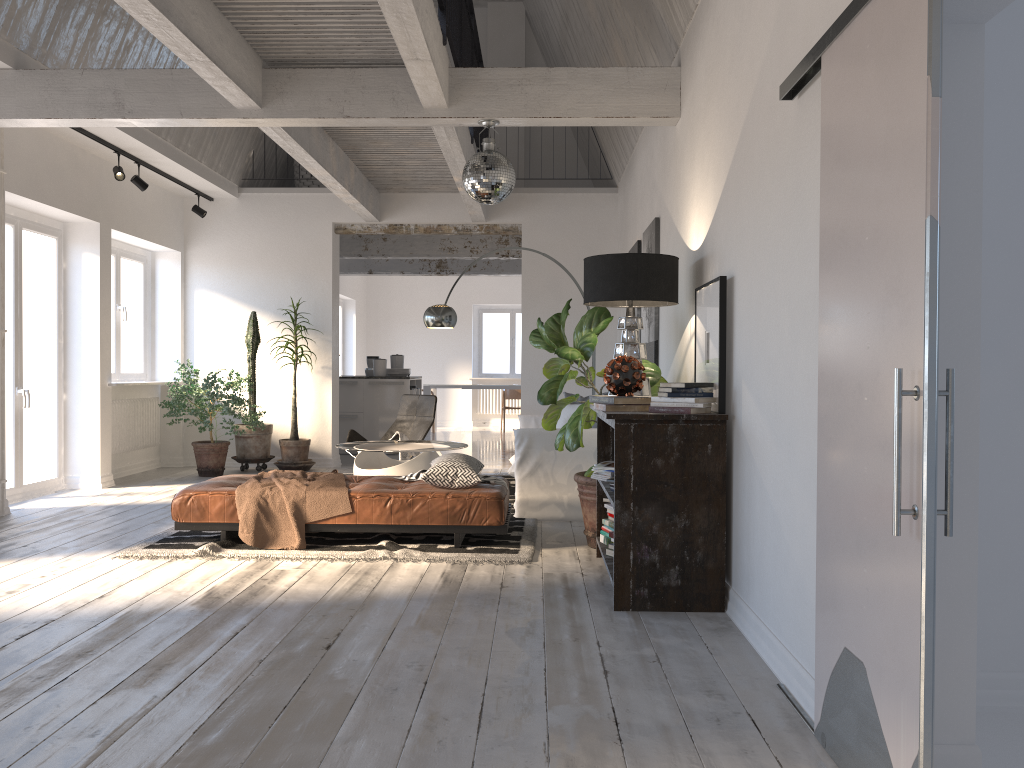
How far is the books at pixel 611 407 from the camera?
4.2m

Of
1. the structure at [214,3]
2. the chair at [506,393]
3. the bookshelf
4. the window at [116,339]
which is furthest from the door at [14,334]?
the chair at [506,393]

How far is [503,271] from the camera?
14.04m

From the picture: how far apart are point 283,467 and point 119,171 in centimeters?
336cm

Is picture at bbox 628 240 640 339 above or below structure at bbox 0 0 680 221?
below

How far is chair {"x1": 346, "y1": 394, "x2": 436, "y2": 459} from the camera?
8.6m

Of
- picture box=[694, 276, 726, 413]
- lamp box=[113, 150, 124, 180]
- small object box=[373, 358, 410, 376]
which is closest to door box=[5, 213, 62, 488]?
lamp box=[113, 150, 124, 180]

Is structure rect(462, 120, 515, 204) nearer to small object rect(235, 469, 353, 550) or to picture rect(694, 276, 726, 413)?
picture rect(694, 276, 726, 413)

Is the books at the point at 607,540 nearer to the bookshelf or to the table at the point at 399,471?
the bookshelf

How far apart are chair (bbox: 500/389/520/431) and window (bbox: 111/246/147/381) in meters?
7.7
